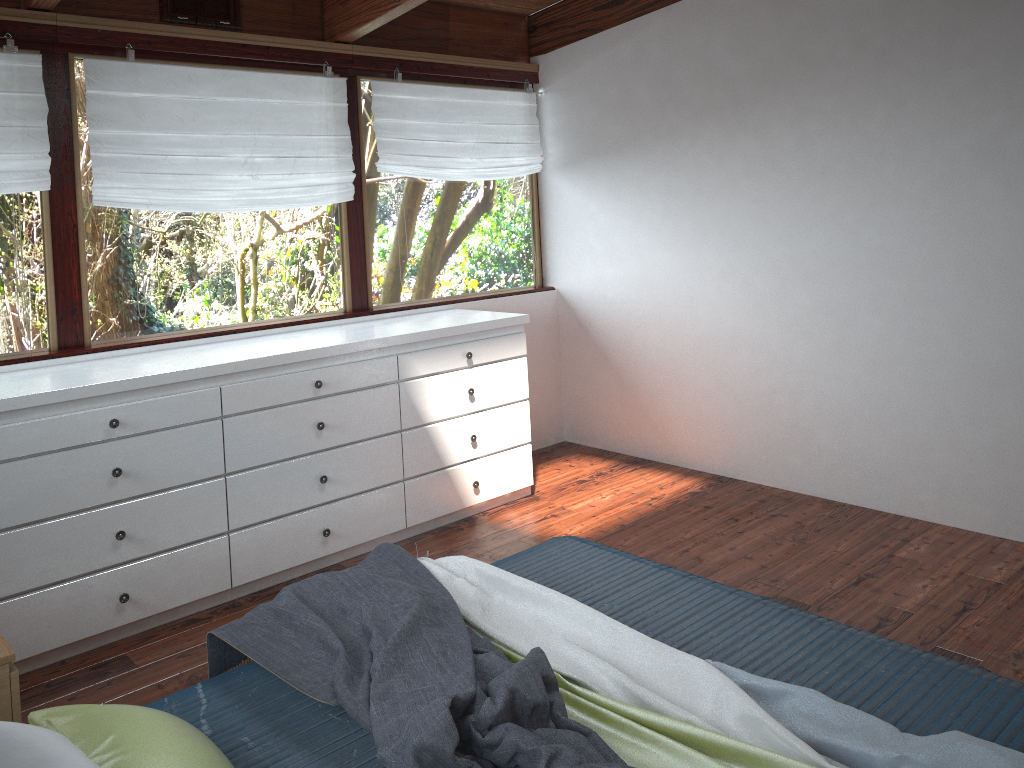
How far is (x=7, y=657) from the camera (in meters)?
1.89

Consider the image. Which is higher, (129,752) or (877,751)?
(129,752)

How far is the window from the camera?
3.49m

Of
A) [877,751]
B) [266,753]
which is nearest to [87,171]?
[266,753]

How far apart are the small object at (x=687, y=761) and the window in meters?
2.4 m

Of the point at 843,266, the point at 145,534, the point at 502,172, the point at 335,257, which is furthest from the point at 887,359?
the point at 145,534

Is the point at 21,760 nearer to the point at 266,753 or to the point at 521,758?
the point at 266,753

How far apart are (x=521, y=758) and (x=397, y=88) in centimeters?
349cm

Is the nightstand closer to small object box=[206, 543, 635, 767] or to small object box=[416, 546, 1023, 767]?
small object box=[206, 543, 635, 767]

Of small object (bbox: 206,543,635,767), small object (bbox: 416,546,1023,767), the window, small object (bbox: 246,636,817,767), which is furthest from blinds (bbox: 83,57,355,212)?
small object (bbox: 246,636,817,767)
